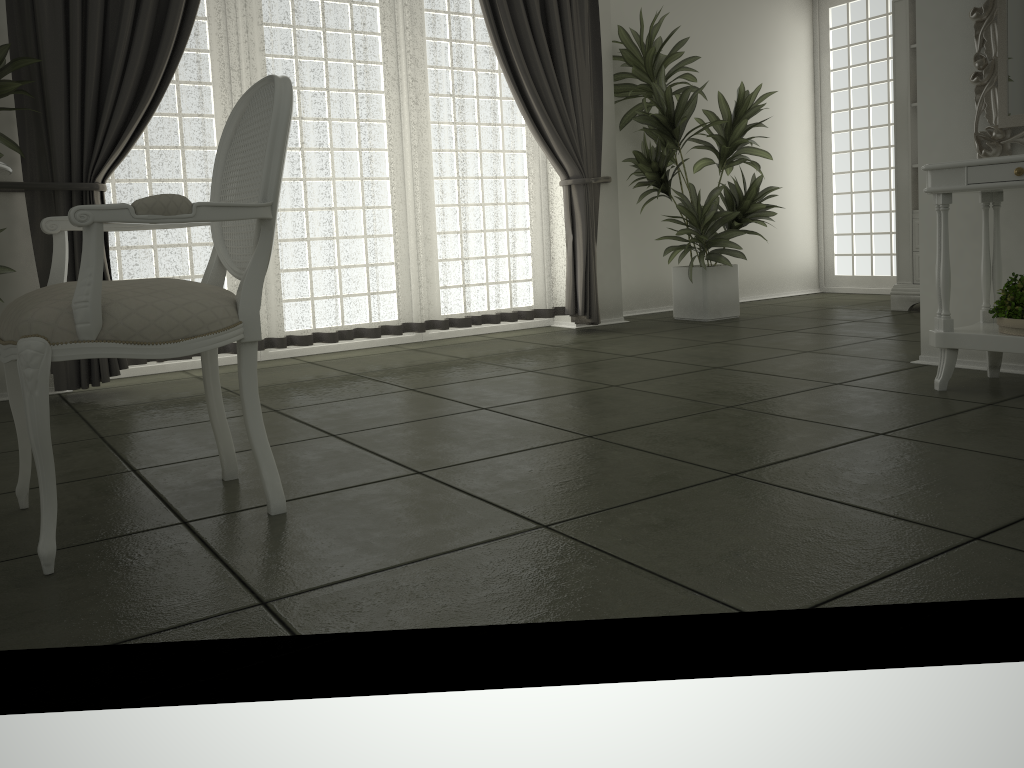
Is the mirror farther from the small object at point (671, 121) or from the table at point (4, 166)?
the table at point (4, 166)

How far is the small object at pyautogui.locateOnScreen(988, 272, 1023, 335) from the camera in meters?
2.9 m

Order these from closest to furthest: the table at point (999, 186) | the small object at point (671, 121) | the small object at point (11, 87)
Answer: the table at point (999, 186) → the small object at point (11, 87) → the small object at point (671, 121)

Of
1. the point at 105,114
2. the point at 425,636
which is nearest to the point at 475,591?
the point at 425,636

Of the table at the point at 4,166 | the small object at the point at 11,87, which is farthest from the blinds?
the table at the point at 4,166

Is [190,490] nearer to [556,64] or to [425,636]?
[425,636]

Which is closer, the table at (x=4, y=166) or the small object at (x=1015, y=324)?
the table at (x=4, y=166)

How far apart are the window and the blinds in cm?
273

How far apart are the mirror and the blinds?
2.28m

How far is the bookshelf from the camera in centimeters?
552cm
